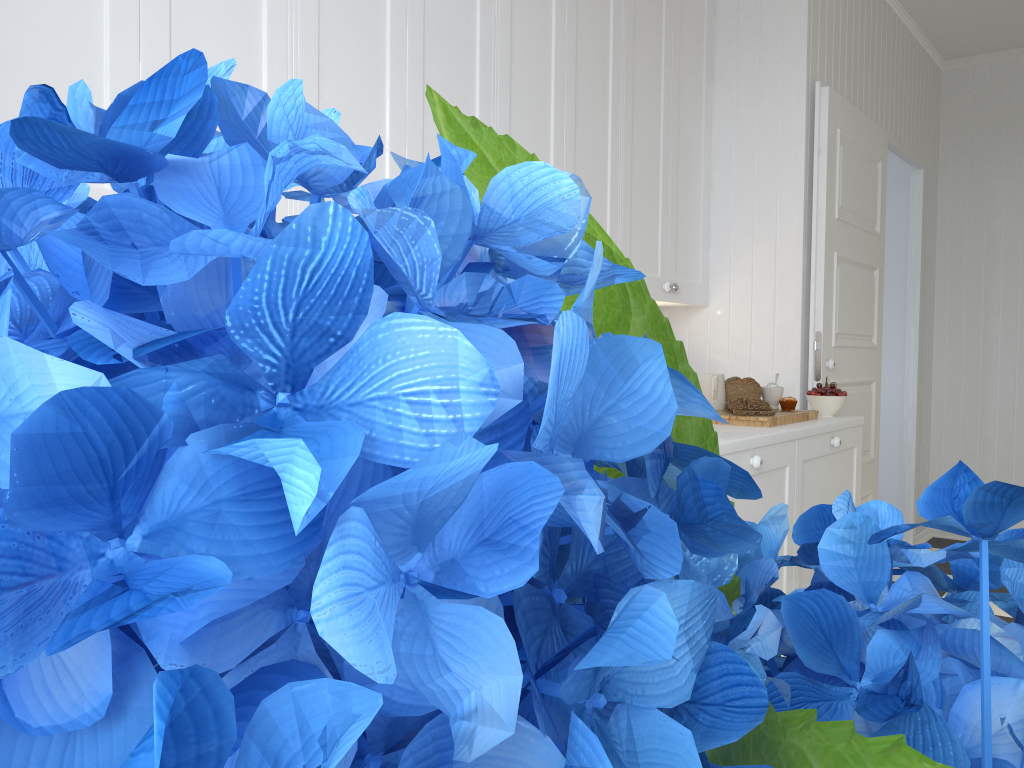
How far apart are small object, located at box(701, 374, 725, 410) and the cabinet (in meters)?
0.29

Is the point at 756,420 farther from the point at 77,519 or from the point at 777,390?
the point at 77,519

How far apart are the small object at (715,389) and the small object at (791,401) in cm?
22

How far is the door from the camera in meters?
3.3

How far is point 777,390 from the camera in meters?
3.0

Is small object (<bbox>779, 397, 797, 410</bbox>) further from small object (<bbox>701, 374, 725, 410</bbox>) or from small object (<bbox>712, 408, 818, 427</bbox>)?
small object (<bbox>701, 374, 725, 410</bbox>)

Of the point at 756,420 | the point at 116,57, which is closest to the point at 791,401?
the point at 756,420

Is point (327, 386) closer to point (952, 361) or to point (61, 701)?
point (61, 701)

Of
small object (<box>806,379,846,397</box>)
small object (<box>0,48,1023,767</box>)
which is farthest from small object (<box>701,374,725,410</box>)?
small object (<box>0,48,1023,767</box>)

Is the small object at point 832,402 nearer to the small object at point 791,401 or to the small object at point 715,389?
the small object at point 791,401
